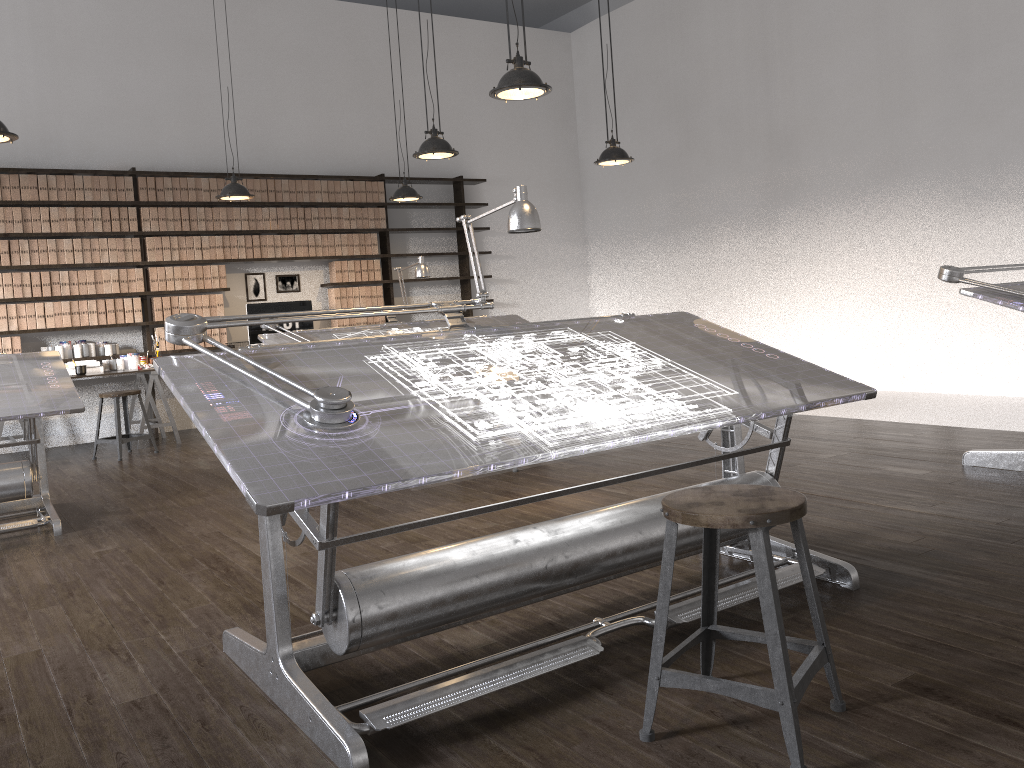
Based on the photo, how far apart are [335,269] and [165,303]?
1.7 meters

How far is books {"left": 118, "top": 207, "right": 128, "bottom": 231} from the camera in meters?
7.9 m

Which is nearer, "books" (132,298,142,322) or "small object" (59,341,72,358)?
"small object" (59,341,72,358)

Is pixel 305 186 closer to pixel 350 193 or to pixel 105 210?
pixel 350 193

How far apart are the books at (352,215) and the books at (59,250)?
2.7 meters

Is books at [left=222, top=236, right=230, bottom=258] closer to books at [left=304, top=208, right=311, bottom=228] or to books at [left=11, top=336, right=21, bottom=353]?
books at [left=304, top=208, right=311, bottom=228]

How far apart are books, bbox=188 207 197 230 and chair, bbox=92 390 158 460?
1.9m

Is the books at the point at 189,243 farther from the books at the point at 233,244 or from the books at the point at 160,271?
the books at the point at 233,244

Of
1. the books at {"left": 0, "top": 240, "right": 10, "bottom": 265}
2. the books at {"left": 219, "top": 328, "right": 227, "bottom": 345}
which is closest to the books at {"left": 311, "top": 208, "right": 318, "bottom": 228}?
the books at {"left": 219, "top": 328, "right": 227, "bottom": 345}

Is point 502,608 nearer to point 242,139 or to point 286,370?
point 286,370
